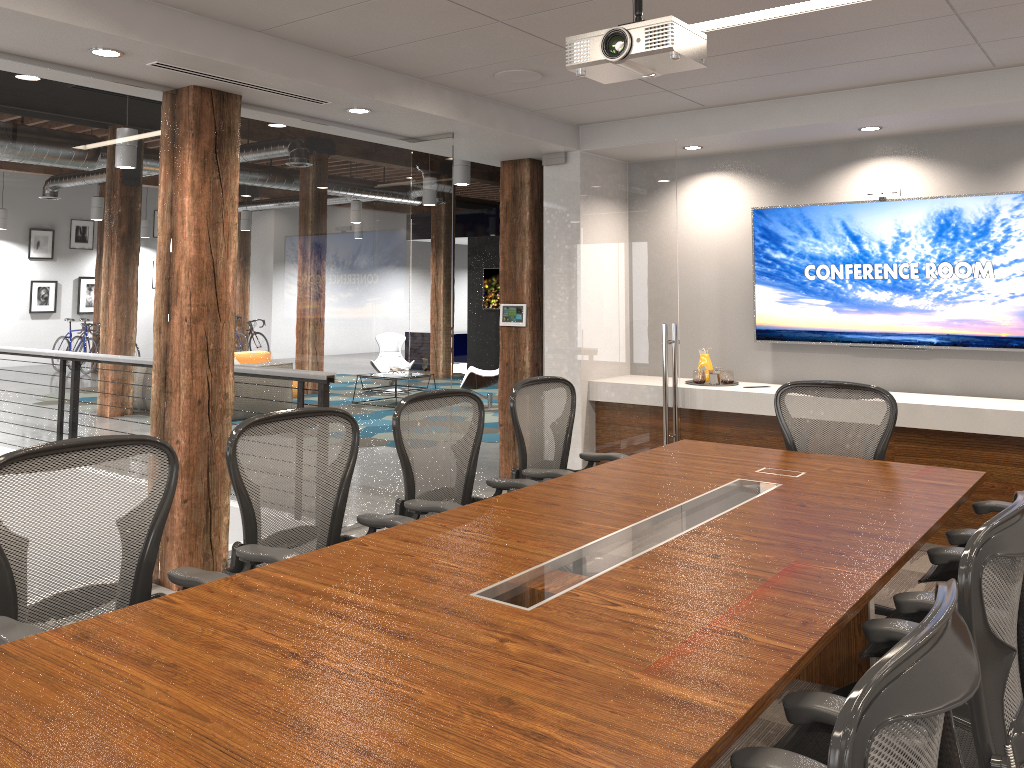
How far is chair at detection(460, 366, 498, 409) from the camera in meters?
11.6 m

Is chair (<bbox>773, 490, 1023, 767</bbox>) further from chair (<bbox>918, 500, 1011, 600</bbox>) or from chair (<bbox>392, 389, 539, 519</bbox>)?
chair (<bbox>392, 389, 539, 519</bbox>)

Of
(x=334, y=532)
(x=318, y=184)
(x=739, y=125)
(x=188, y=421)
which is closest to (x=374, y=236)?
(x=318, y=184)

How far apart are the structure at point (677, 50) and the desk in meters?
1.6 m

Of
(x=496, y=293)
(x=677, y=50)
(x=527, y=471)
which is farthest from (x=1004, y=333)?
(x=496, y=293)

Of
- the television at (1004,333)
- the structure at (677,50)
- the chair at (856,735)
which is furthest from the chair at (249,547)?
the television at (1004,333)

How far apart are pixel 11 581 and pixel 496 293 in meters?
14.2

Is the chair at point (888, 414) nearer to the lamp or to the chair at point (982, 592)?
the chair at point (982, 592)

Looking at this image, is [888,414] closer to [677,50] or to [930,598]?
[930,598]

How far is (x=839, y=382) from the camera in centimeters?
437cm
